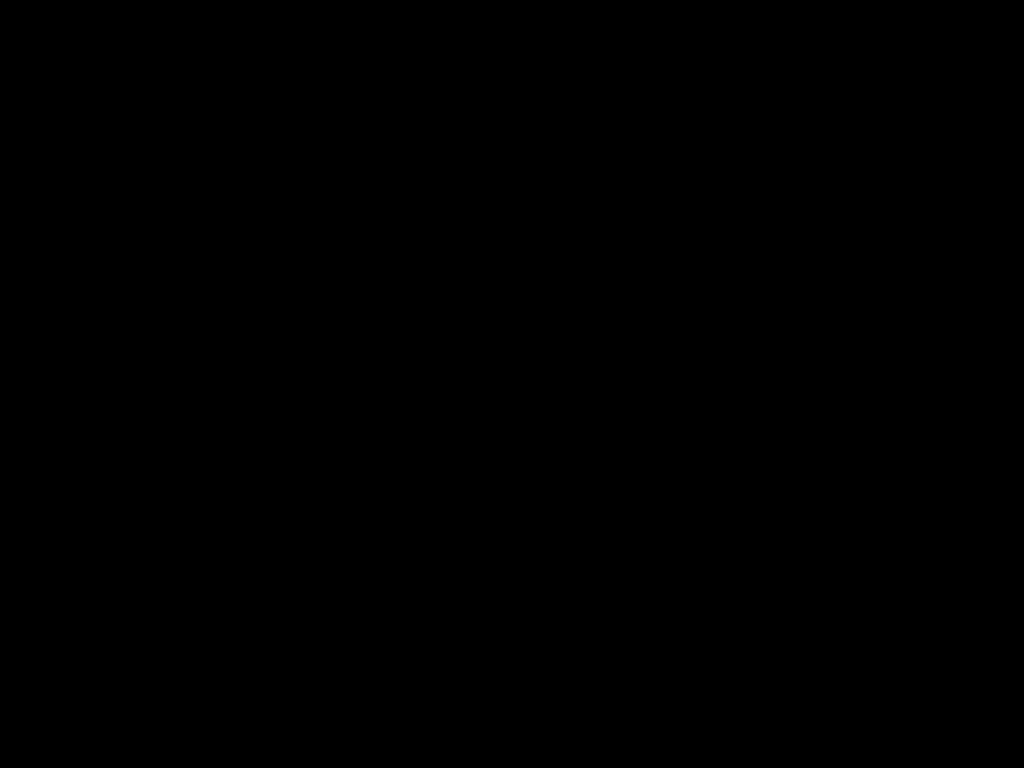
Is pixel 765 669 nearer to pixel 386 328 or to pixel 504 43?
pixel 386 328

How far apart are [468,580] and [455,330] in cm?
45

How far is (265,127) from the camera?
0.62m
